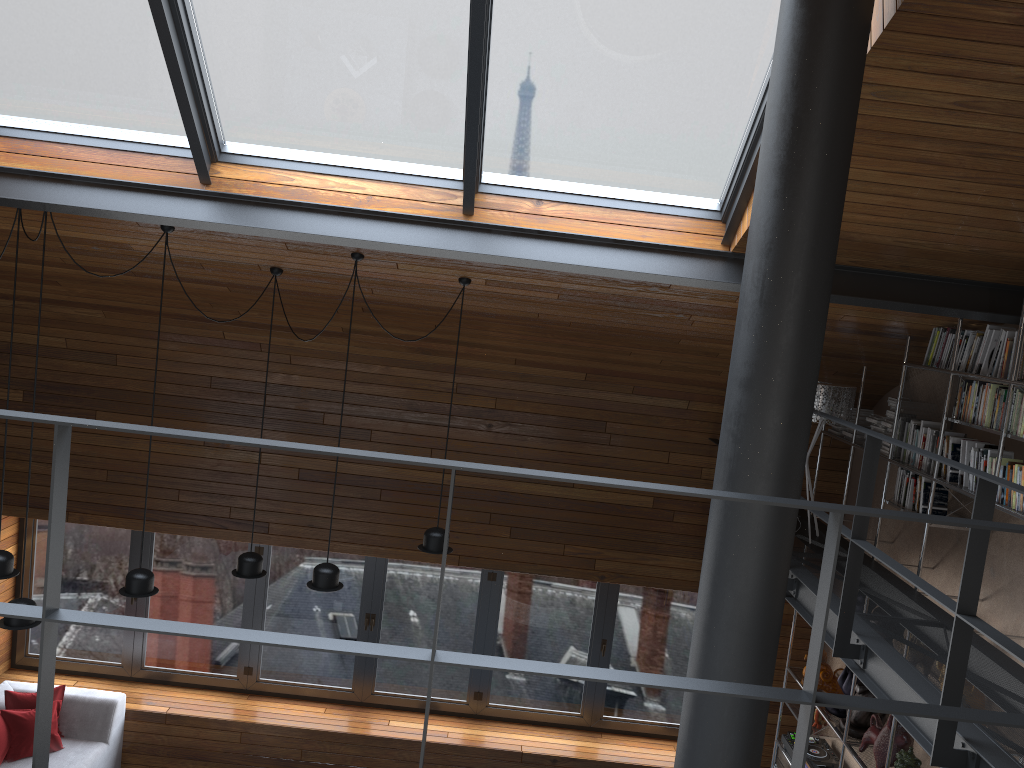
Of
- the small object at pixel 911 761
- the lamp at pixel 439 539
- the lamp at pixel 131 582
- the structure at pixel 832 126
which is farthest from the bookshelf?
the lamp at pixel 131 582

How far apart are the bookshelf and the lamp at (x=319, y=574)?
3.2m

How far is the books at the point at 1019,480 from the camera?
4.0 meters

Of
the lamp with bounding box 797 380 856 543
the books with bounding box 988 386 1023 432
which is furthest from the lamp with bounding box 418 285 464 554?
the books with bounding box 988 386 1023 432

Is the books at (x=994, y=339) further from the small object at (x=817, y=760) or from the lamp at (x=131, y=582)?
the lamp at (x=131, y=582)

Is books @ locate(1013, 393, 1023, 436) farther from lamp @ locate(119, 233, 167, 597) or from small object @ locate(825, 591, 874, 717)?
lamp @ locate(119, 233, 167, 597)

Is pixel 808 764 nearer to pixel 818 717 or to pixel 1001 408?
pixel 818 717

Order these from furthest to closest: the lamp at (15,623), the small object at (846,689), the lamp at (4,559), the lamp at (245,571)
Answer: the small object at (846,689) < the lamp at (245,571) < the lamp at (4,559) < the lamp at (15,623)

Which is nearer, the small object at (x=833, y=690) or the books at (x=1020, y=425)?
the books at (x=1020, y=425)

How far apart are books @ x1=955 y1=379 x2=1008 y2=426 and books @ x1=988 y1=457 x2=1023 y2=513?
0.21m
